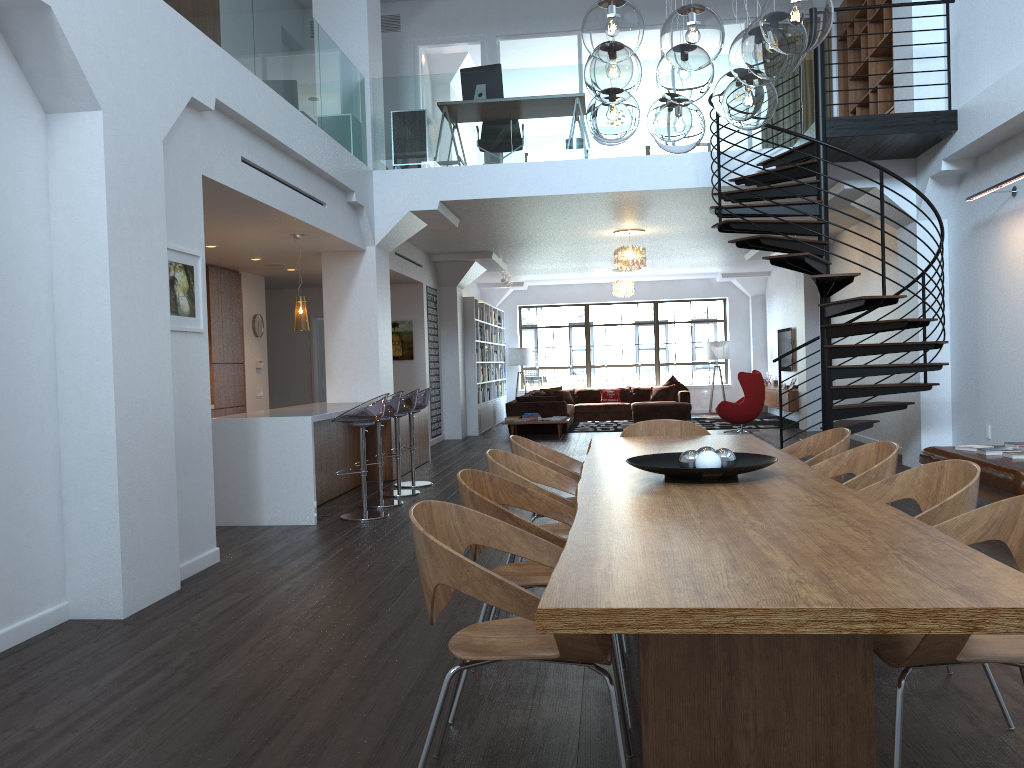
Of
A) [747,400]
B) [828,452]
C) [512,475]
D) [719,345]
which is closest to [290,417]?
[512,475]

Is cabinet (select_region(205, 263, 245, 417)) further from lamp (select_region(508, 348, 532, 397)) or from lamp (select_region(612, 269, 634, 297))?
lamp (select_region(508, 348, 532, 397))

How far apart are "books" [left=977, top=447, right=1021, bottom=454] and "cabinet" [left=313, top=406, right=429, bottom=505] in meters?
5.4

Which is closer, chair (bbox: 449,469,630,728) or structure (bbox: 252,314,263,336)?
chair (bbox: 449,469,630,728)

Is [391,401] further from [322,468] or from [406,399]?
[322,468]

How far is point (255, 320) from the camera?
11.5m

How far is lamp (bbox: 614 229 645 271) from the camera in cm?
1200

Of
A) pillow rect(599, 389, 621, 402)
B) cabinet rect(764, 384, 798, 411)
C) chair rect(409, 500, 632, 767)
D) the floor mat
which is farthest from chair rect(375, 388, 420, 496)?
pillow rect(599, 389, 621, 402)

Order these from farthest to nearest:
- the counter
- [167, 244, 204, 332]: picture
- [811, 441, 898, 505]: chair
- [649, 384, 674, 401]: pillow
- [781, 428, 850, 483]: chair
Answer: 1. [649, 384, 674, 401]: pillow
2. the counter
3. [167, 244, 204, 332]: picture
4. [781, 428, 850, 483]: chair
5. [811, 441, 898, 505]: chair

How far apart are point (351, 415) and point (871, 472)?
4.4 meters
